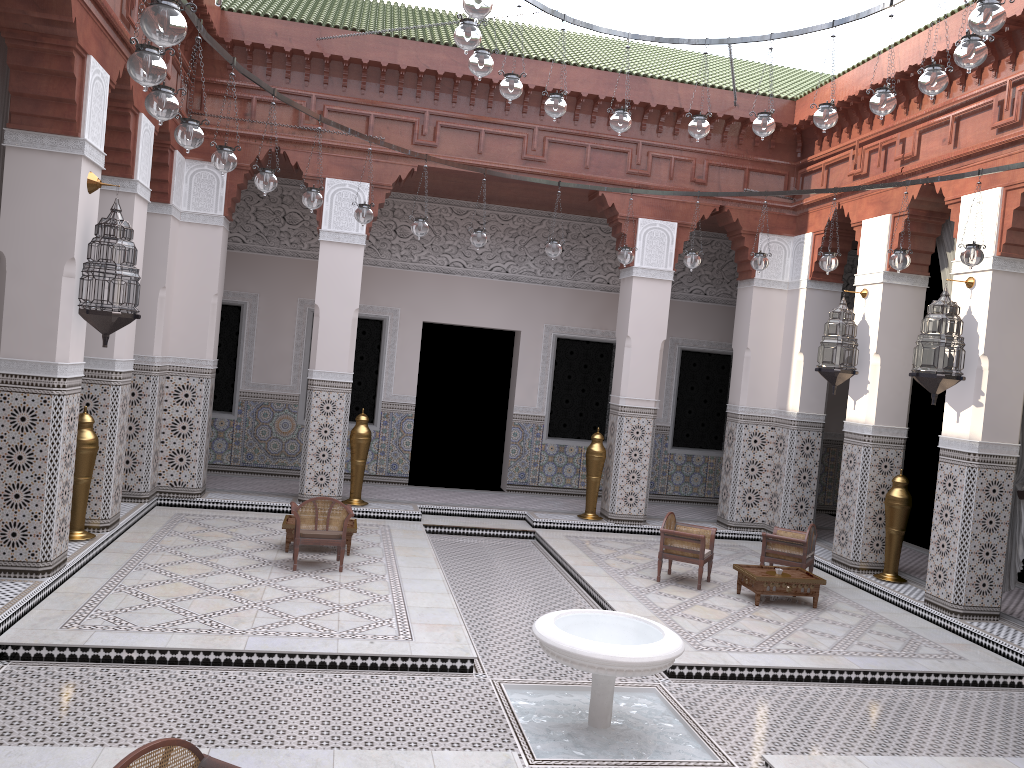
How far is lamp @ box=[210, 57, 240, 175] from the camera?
2.7m

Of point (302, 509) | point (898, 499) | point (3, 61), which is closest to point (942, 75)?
point (898, 499)

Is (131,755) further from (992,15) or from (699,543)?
(699,543)

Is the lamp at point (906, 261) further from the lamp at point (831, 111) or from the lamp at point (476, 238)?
the lamp at point (476, 238)

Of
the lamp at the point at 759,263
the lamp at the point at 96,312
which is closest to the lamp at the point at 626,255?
the lamp at the point at 759,263

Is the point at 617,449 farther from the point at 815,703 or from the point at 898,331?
the point at 815,703

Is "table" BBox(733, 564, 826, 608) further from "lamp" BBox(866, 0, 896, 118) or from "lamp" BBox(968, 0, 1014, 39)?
"lamp" BBox(968, 0, 1014, 39)

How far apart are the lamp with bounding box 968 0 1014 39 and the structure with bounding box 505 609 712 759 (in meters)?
1.71

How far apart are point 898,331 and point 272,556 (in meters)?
3.18

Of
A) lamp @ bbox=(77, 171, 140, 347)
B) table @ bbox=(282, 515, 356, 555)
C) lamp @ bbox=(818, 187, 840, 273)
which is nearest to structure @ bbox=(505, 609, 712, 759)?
table @ bbox=(282, 515, 356, 555)
